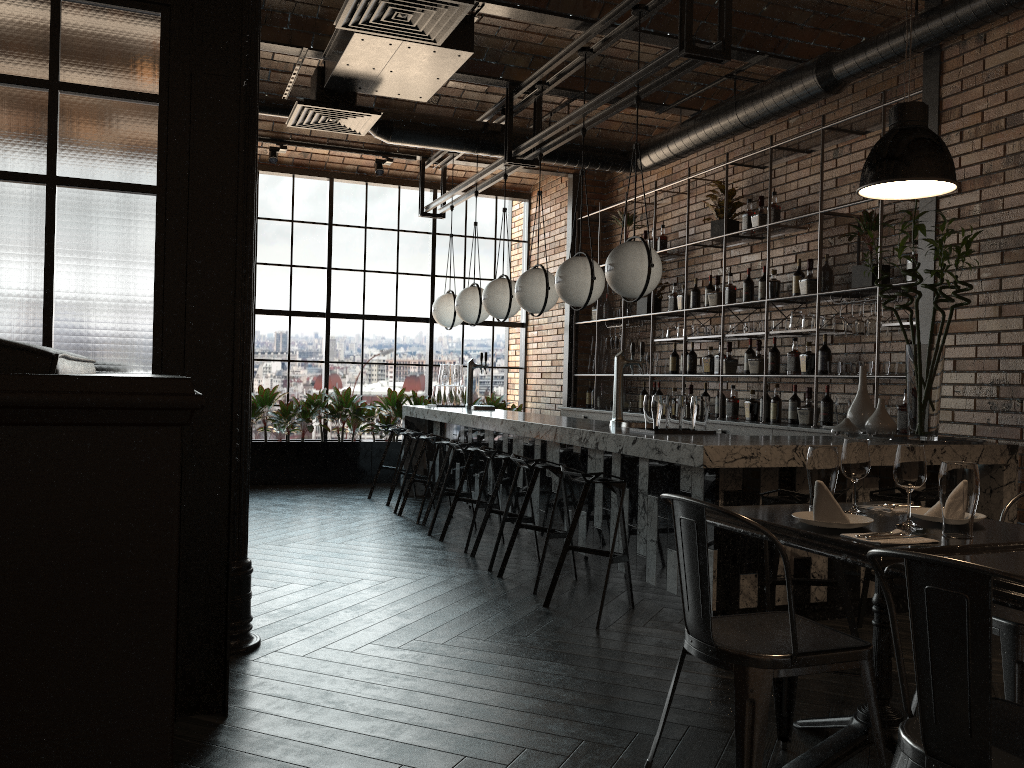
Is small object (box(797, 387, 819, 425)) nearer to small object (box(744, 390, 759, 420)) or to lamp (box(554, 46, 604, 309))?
small object (box(744, 390, 759, 420))

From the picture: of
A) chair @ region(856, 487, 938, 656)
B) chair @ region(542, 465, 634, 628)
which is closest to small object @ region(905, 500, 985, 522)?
chair @ region(856, 487, 938, 656)

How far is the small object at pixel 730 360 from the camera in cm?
730

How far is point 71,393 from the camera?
1.0 meters

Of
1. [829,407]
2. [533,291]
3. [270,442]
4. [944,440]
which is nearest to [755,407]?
[829,407]

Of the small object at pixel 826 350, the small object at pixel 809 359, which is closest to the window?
the small object at pixel 809 359

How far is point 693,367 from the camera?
7.9 meters

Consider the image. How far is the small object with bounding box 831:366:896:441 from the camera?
4.5 meters

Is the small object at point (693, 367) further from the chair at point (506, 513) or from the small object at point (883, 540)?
the small object at point (883, 540)

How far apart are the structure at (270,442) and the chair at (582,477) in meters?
5.3
